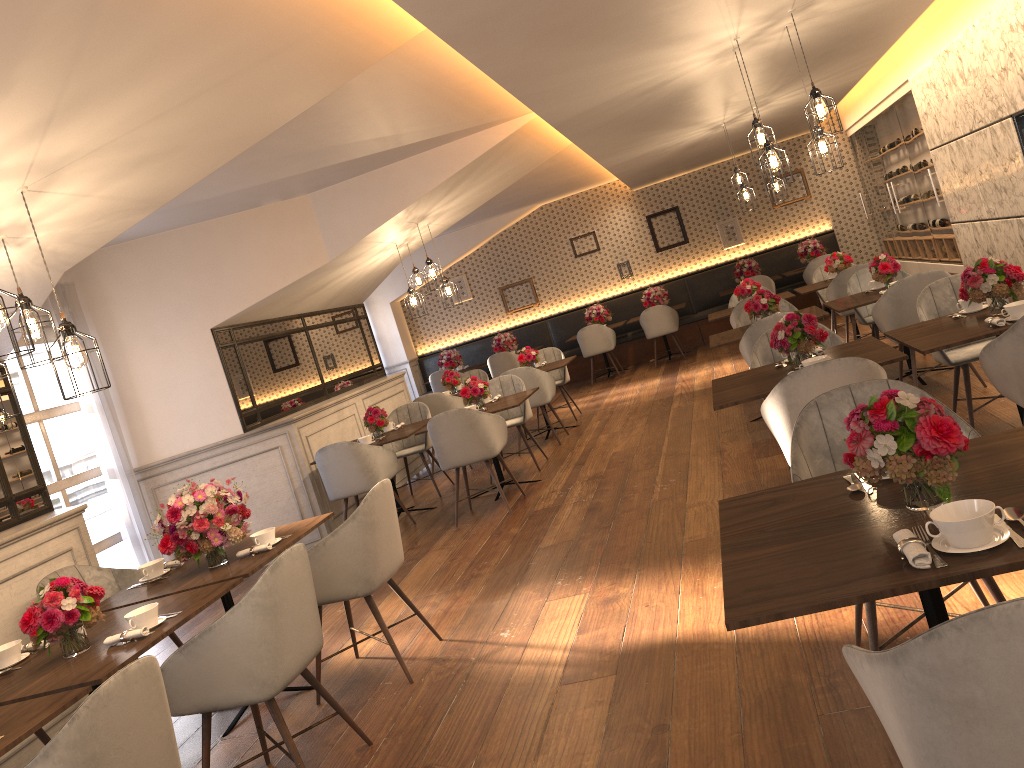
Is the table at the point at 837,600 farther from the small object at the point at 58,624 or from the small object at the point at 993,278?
the small object at the point at 58,624

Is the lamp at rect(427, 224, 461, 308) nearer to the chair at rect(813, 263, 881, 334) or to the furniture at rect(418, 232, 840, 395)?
the chair at rect(813, 263, 881, 334)

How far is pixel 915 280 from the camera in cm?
589

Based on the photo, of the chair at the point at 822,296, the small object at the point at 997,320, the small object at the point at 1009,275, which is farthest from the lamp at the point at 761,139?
the chair at the point at 822,296

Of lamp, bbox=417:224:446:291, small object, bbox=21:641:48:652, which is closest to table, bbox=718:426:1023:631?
small object, bbox=21:641:48:652

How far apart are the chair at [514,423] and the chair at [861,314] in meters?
2.9

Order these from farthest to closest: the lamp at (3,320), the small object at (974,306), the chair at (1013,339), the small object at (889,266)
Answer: the small object at (889,266)
the small object at (974,306)
the chair at (1013,339)
the lamp at (3,320)

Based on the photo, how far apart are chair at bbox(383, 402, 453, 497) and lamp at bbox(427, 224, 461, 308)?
1.1 meters

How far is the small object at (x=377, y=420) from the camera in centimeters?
753cm

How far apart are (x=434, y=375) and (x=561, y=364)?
4.3 meters
